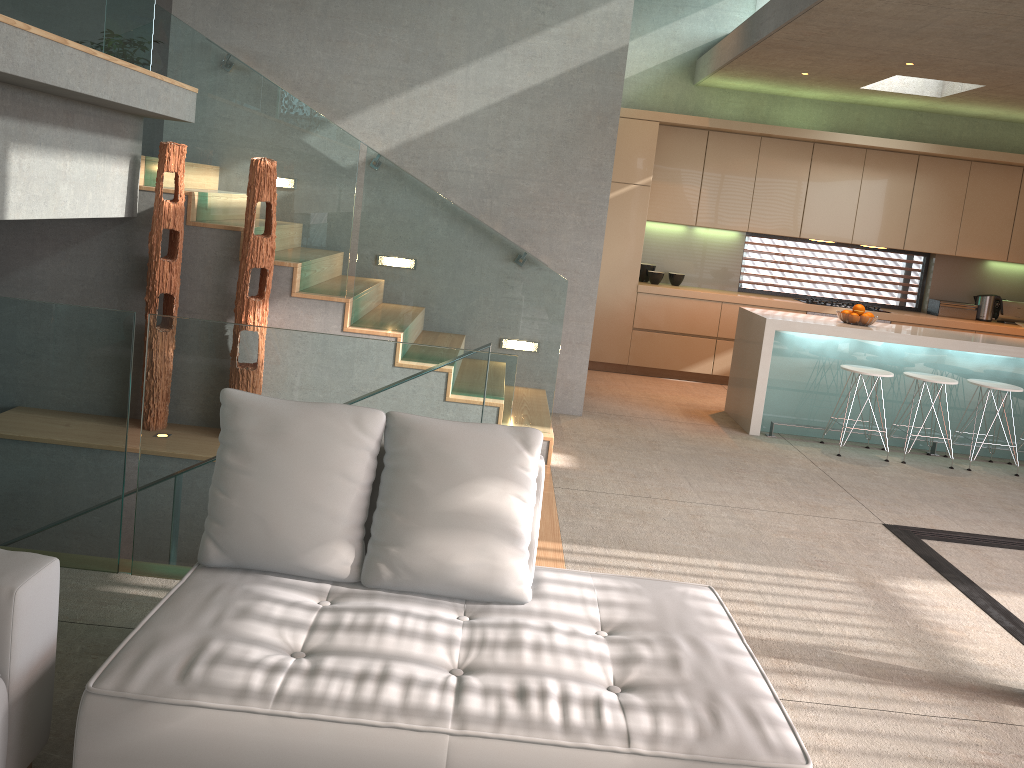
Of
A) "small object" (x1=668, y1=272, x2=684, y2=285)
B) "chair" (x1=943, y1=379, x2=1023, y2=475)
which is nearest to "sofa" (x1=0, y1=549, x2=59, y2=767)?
"chair" (x1=943, y1=379, x2=1023, y2=475)

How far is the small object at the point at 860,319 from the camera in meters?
6.9

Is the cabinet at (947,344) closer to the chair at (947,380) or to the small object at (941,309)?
the chair at (947,380)

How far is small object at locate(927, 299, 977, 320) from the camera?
9.0m

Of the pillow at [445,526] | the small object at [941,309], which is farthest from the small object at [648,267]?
the pillow at [445,526]

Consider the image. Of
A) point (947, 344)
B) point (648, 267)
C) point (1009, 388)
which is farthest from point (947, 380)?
point (648, 267)

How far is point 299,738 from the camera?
1.9m

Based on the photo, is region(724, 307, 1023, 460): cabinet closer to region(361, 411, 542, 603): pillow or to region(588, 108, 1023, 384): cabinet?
region(588, 108, 1023, 384): cabinet

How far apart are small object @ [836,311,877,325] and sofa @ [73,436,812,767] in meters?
4.6

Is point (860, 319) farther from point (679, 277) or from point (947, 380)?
point (679, 277)
